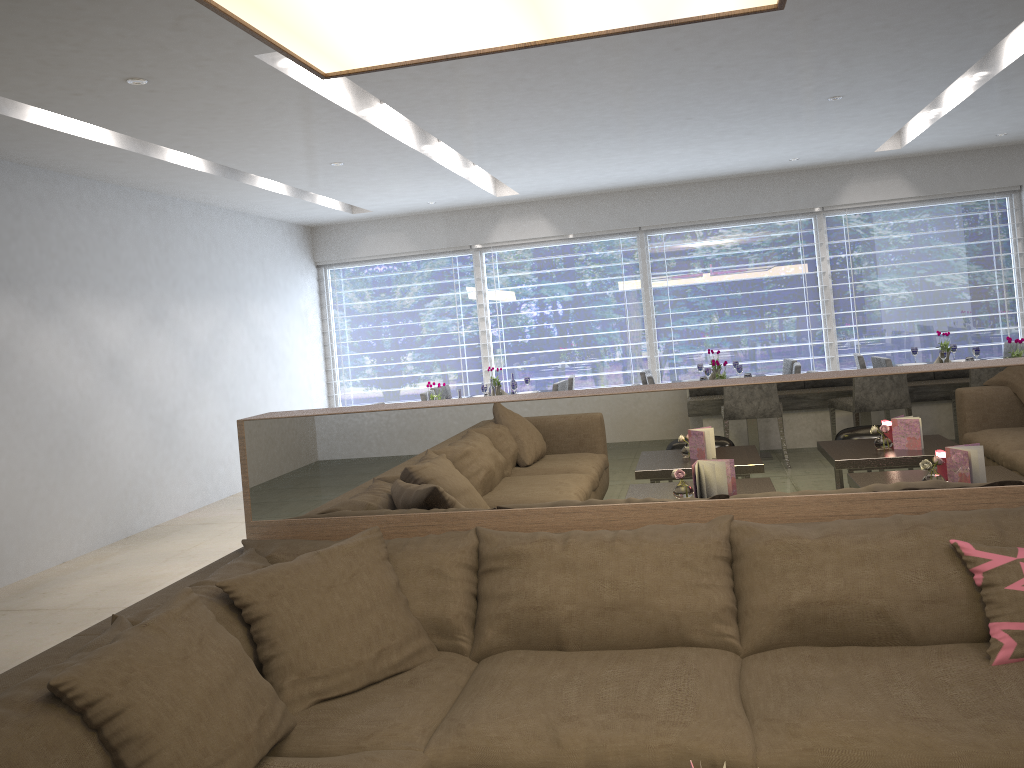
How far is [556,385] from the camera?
6.8m

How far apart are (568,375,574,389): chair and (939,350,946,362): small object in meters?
2.8

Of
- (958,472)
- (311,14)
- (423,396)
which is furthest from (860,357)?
(311,14)

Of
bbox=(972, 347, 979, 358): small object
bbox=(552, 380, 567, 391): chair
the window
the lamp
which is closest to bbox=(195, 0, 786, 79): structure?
the lamp

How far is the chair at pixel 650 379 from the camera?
6.7m

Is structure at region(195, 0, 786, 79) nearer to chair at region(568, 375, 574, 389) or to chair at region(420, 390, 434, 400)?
chair at region(420, 390, 434, 400)

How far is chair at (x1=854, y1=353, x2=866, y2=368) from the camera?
6.89m

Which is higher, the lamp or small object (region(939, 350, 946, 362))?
the lamp

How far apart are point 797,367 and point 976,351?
1.3m

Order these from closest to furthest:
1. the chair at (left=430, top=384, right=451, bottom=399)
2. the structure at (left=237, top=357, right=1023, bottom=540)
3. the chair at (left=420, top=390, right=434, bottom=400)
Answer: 1. the structure at (left=237, top=357, right=1023, bottom=540)
2. the chair at (left=420, top=390, right=434, bottom=400)
3. the chair at (left=430, top=384, right=451, bottom=399)
